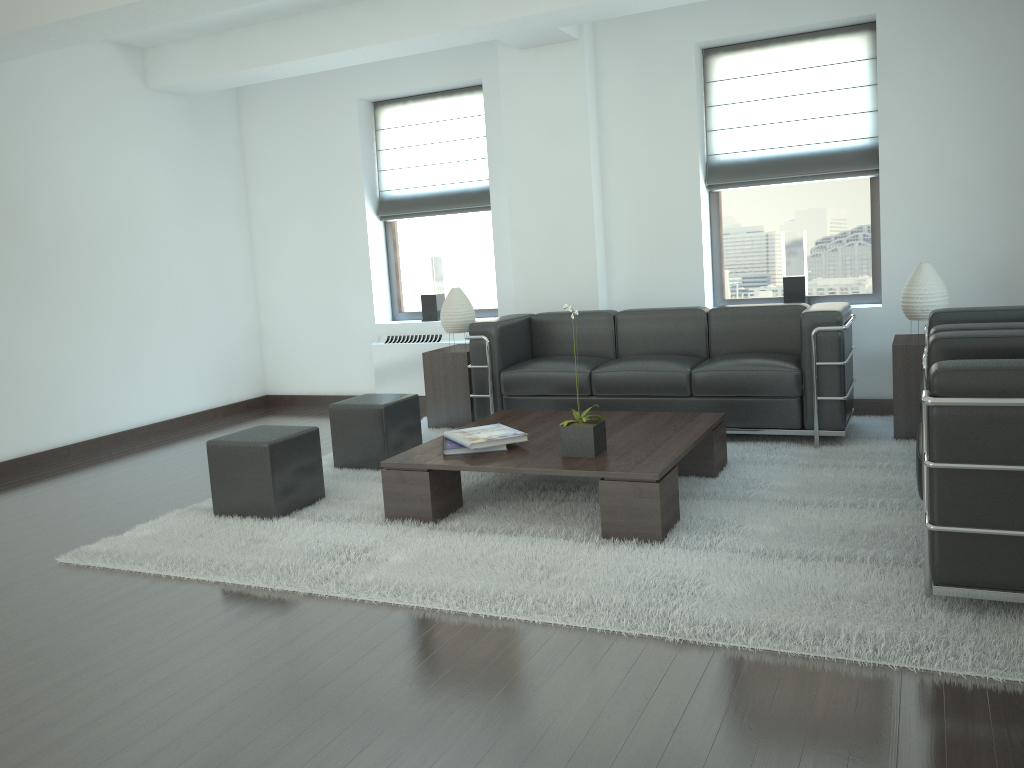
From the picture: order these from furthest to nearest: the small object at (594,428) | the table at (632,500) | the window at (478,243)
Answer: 1. the window at (478,243)
2. the small object at (594,428)
3. the table at (632,500)

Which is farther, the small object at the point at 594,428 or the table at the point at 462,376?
the table at the point at 462,376

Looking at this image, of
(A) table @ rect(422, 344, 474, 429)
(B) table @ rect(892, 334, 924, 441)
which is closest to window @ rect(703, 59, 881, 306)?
Answer: (B) table @ rect(892, 334, 924, 441)

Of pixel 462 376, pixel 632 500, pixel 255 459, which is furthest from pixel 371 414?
pixel 632 500

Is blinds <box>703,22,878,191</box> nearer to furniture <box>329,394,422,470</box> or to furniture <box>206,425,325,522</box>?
furniture <box>329,394,422,470</box>

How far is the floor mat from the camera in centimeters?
399cm

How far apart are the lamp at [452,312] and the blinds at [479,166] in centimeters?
158cm

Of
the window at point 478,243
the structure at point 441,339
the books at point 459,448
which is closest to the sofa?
the structure at point 441,339

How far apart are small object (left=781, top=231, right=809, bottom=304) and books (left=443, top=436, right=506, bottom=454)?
4.4m

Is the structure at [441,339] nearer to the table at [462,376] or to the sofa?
the table at [462,376]
